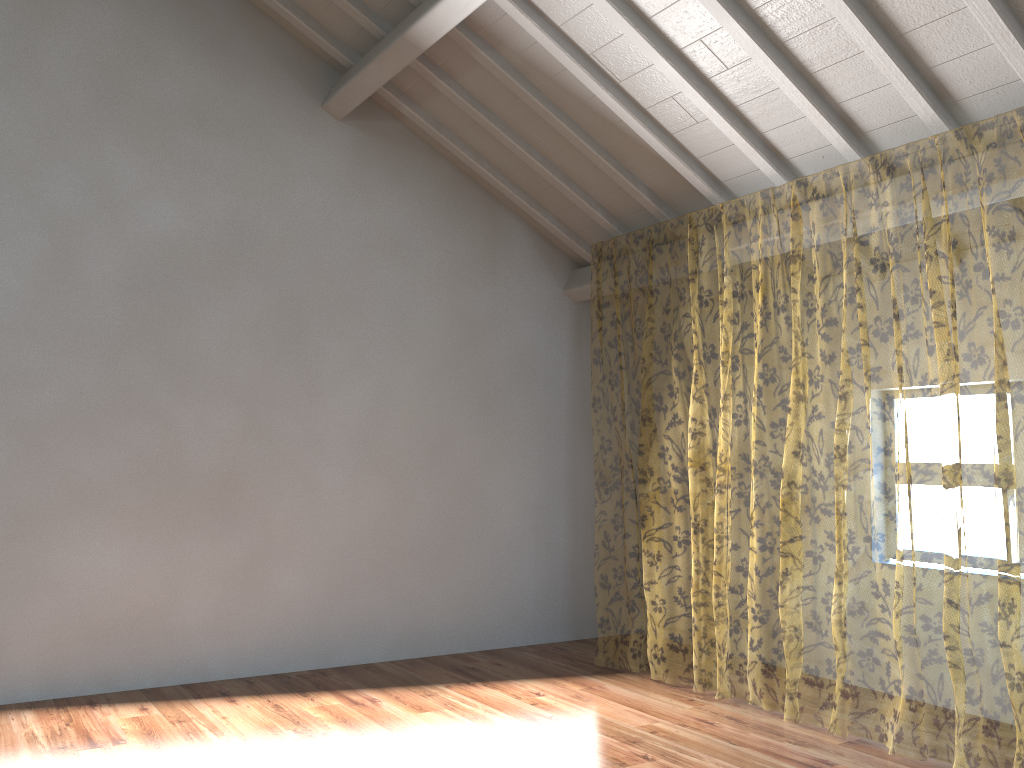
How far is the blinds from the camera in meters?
10.7

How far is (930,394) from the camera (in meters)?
10.72

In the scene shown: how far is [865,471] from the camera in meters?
12.3 m

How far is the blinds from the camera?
10.72m
